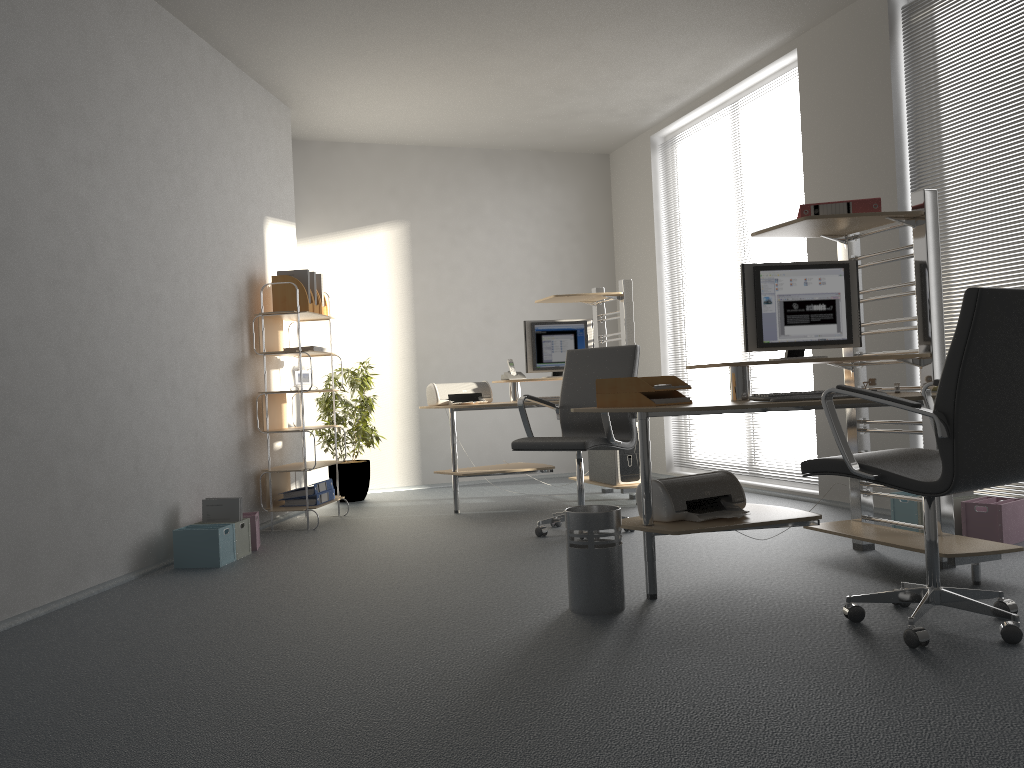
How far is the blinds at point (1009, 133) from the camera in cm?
432

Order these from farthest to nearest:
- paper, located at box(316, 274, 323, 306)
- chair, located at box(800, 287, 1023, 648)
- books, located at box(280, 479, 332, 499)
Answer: paper, located at box(316, 274, 323, 306)
books, located at box(280, 479, 332, 499)
chair, located at box(800, 287, 1023, 648)

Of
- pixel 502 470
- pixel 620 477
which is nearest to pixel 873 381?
pixel 620 477

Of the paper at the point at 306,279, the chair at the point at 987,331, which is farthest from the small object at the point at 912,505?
the paper at the point at 306,279

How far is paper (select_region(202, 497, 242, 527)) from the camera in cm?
473

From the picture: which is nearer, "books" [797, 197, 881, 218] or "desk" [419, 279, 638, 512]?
"books" [797, 197, 881, 218]

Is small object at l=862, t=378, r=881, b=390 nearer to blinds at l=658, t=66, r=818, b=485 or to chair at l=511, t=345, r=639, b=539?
chair at l=511, t=345, r=639, b=539

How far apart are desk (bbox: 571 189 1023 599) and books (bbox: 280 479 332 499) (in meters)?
2.80

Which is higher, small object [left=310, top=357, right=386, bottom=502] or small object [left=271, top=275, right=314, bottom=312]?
small object [left=271, top=275, right=314, bottom=312]

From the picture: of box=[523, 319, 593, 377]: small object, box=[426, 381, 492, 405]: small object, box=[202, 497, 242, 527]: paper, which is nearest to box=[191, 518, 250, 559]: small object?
box=[202, 497, 242, 527]: paper
